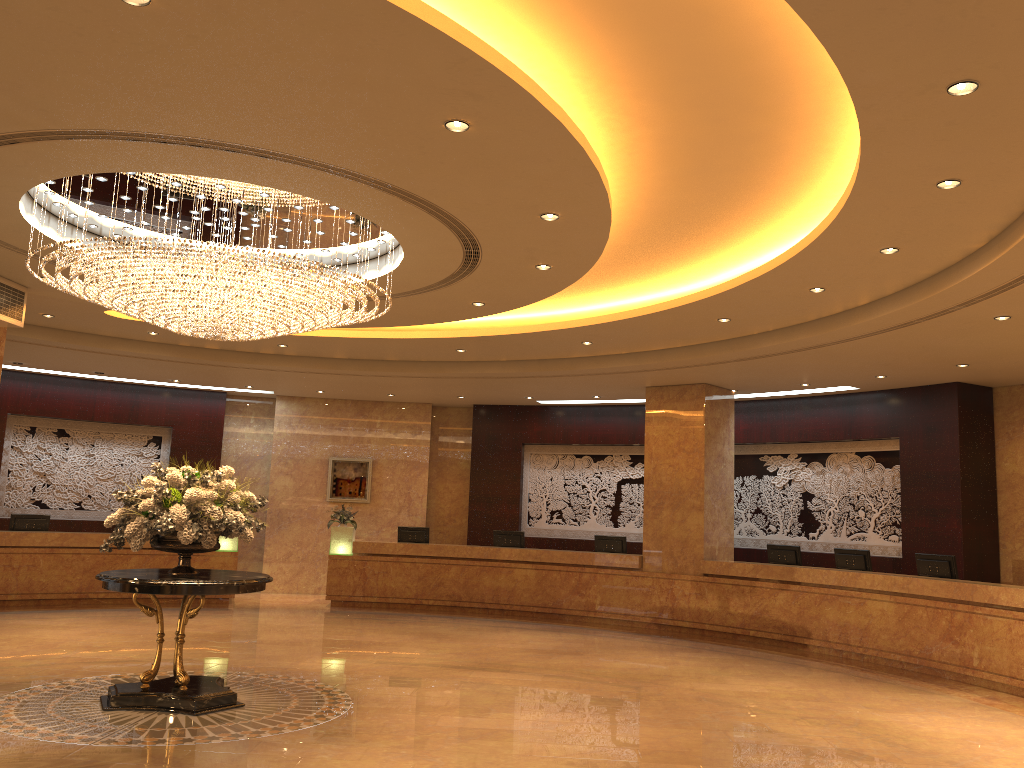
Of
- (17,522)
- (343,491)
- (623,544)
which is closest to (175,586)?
(17,522)

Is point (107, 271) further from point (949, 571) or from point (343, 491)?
point (343, 491)

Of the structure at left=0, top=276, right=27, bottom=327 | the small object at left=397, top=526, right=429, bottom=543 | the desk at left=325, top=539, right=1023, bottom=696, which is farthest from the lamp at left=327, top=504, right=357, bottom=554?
the structure at left=0, top=276, right=27, bottom=327

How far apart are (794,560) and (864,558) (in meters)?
1.17

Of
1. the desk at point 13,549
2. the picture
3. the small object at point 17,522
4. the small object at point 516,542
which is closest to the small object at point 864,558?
the small object at point 516,542

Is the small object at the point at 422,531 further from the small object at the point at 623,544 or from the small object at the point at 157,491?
the small object at the point at 157,491

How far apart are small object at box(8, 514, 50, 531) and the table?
8.1 meters

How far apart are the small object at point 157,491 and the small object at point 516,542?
8.2 meters

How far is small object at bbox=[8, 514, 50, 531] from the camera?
14.55m

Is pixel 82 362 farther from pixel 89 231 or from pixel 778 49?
pixel 778 49
